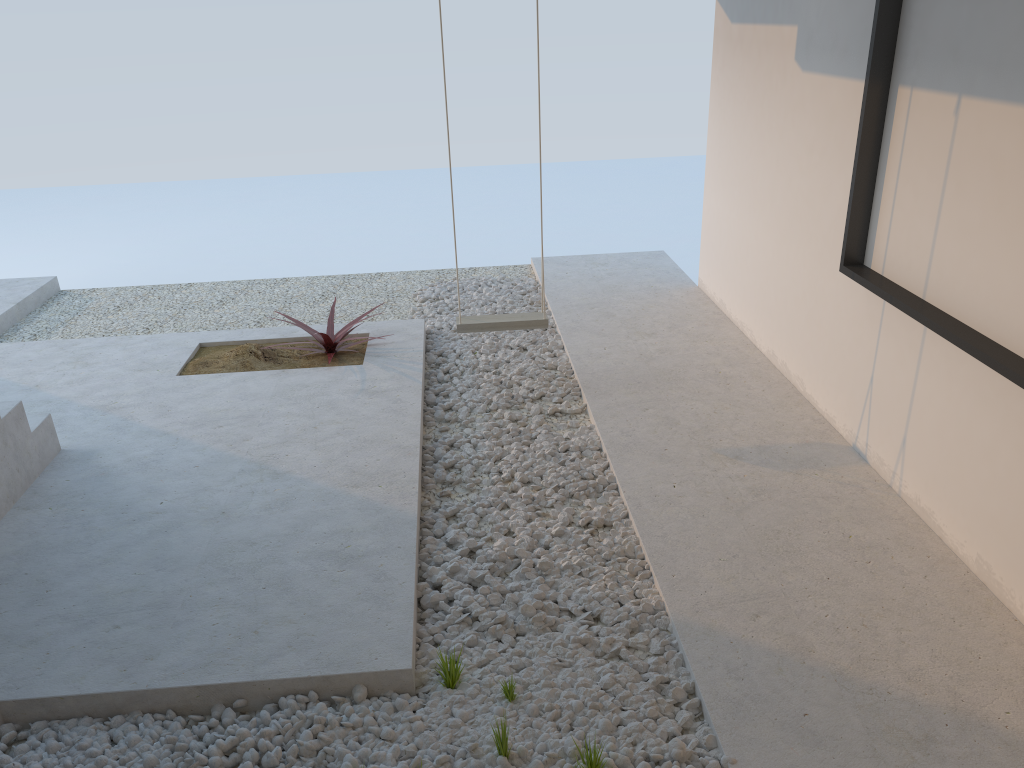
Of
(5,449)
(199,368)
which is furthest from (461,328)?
(5,449)

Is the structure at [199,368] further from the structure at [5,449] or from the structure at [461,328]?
the structure at [5,449]

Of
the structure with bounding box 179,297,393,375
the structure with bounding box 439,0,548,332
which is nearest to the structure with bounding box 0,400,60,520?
the structure with bounding box 179,297,393,375

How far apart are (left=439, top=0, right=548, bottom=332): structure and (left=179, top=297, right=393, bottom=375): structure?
0.8 meters

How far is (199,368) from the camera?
4.96m

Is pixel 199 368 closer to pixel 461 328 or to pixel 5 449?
pixel 5 449

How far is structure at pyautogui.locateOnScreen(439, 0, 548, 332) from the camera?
4.46m

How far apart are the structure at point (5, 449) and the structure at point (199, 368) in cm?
104

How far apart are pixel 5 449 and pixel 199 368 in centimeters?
149cm

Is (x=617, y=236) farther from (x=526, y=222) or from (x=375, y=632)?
(x=375, y=632)
